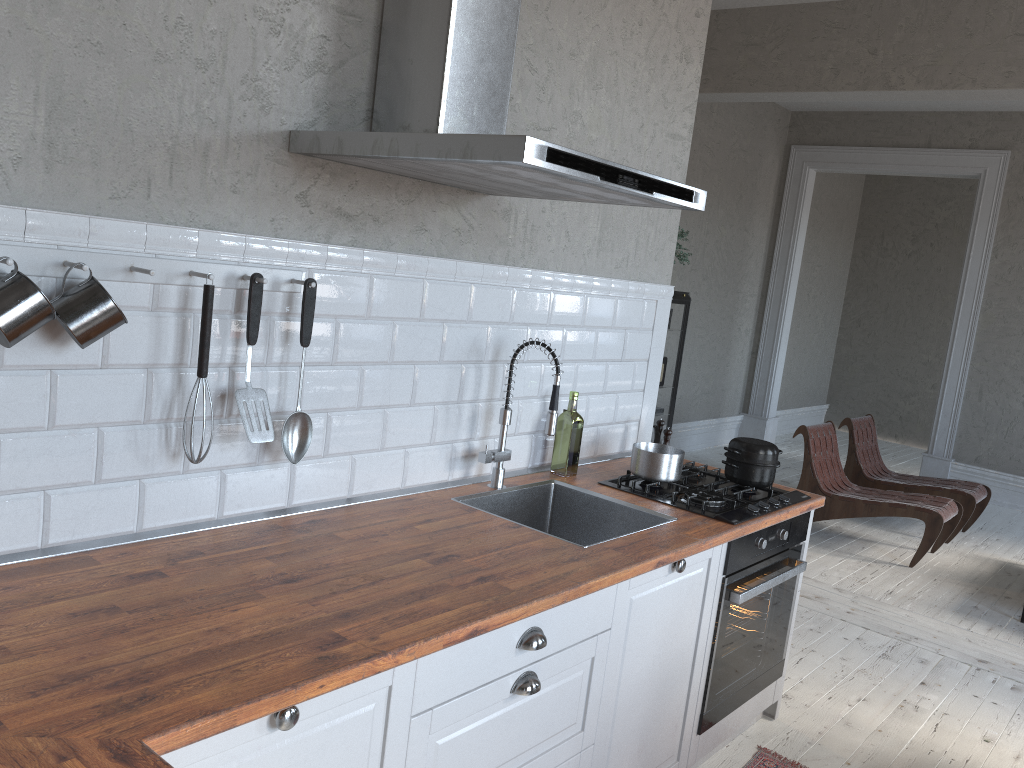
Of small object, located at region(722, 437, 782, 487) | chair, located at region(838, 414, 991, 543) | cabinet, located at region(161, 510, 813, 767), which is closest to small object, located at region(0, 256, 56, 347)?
cabinet, located at region(161, 510, 813, 767)

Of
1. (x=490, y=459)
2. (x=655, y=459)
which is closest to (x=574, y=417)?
(x=655, y=459)

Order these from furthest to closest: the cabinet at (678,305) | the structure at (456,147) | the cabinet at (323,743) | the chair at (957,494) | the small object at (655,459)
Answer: the cabinet at (678,305)
the chair at (957,494)
the small object at (655,459)
the structure at (456,147)
the cabinet at (323,743)

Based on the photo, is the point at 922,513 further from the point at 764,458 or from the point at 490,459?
the point at 490,459

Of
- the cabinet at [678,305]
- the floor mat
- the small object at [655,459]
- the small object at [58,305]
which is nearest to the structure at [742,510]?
the small object at [655,459]

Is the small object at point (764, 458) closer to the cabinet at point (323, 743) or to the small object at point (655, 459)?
the small object at point (655, 459)

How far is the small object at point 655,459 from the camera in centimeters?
285cm

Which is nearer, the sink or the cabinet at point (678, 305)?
the sink

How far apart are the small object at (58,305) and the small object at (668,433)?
2.08m

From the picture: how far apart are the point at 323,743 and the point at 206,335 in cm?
87
